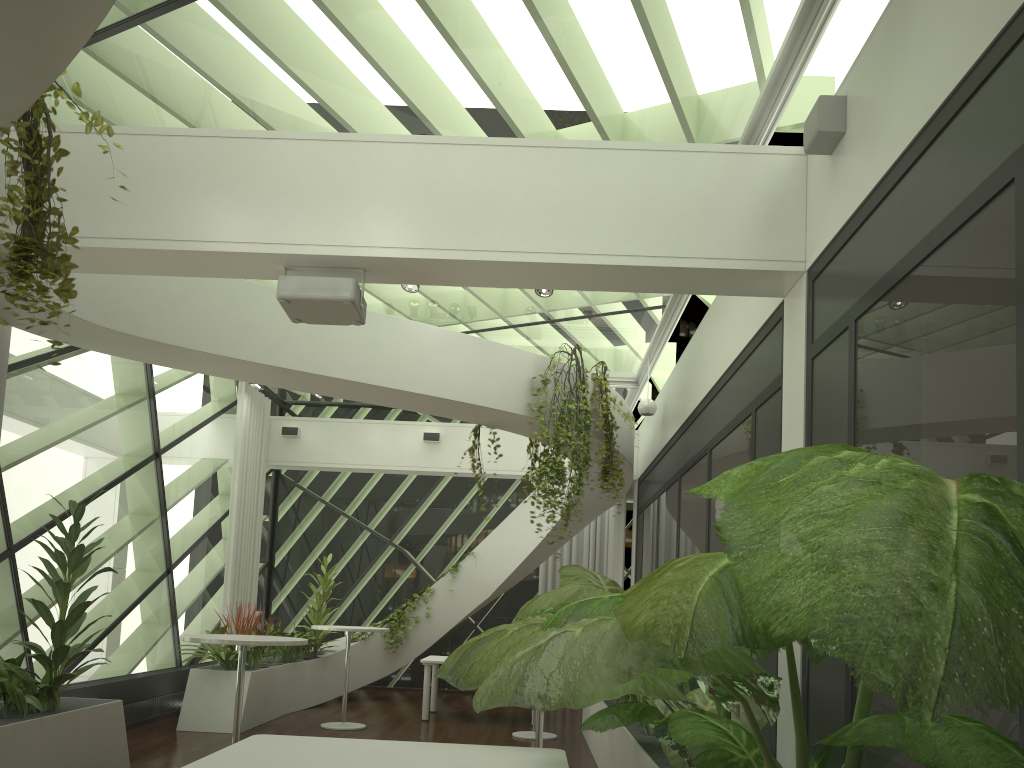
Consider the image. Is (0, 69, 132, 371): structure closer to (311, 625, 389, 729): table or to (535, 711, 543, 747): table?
(535, 711, 543, 747): table

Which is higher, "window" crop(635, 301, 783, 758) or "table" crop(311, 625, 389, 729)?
"window" crop(635, 301, 783, 758)

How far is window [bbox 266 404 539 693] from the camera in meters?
13.7 m

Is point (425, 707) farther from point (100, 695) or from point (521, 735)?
point (100, 695)

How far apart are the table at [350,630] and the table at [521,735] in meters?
1.7 m

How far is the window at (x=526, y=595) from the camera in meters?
13.7

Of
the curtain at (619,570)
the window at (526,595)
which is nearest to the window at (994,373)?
the curtain at (619,570)

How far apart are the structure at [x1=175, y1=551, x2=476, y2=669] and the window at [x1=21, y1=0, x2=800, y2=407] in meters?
→ 3.5 m

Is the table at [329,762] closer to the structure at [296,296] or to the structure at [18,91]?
the structure at [18,91]

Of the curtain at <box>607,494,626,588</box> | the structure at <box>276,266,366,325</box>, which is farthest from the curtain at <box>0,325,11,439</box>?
the curtain at <box>607,494,626,588</box>
